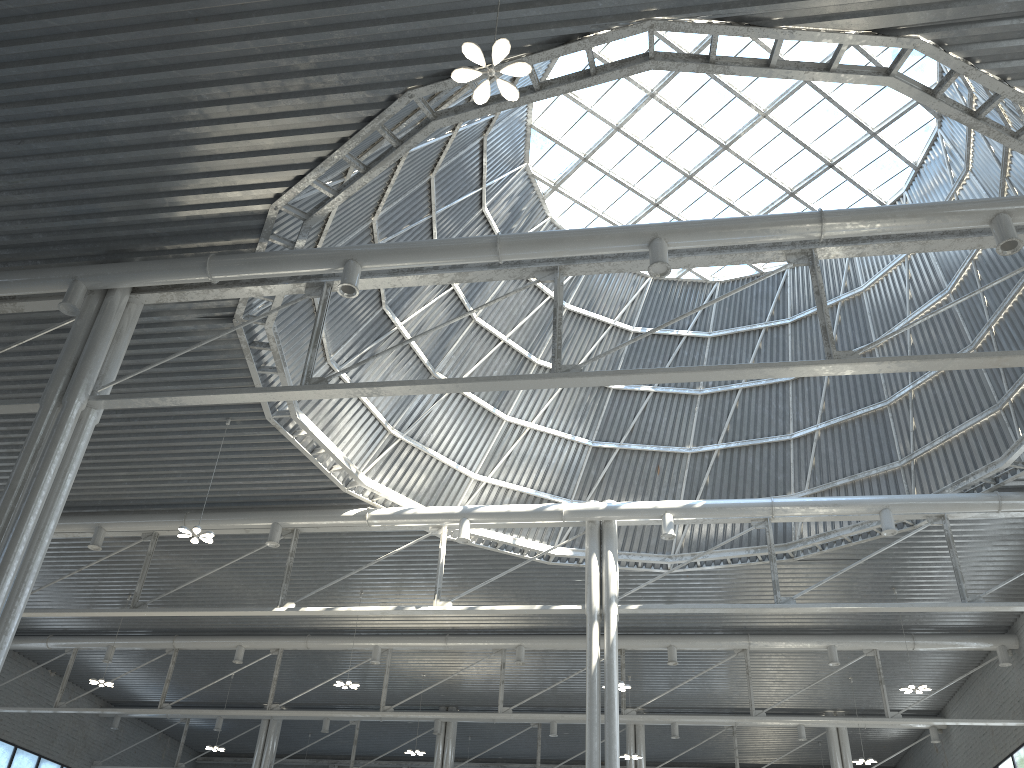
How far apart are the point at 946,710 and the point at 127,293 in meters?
46.2

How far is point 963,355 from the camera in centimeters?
1709cm
